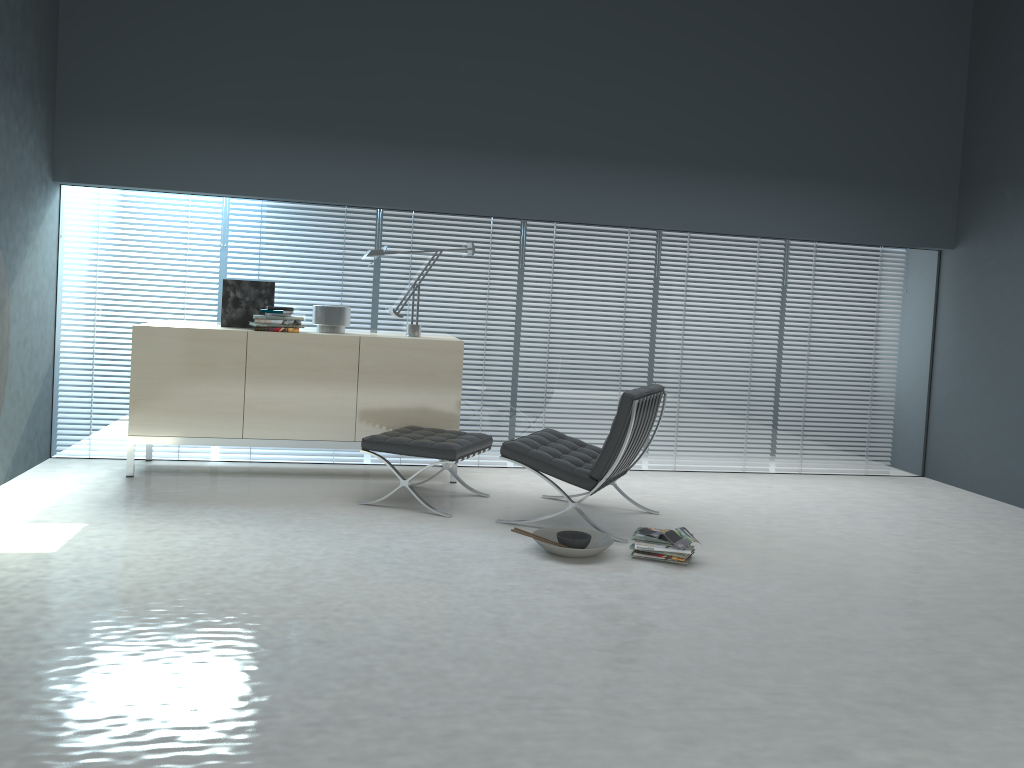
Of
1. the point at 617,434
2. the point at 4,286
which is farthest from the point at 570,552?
the point at 4,286

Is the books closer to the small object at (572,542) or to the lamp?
the small object at (572,542)

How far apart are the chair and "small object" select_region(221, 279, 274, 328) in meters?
1.9 m

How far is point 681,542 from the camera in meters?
4.1

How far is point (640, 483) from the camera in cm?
591

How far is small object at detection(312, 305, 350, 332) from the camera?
5.51m

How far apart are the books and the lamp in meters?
2.2

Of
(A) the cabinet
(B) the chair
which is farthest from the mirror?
(B) the chair

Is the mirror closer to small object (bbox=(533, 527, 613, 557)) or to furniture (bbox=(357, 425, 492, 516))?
furniture (bbox=(357, 425, 492, 516))

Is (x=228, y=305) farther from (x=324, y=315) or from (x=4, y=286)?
(x=4, y=286)
